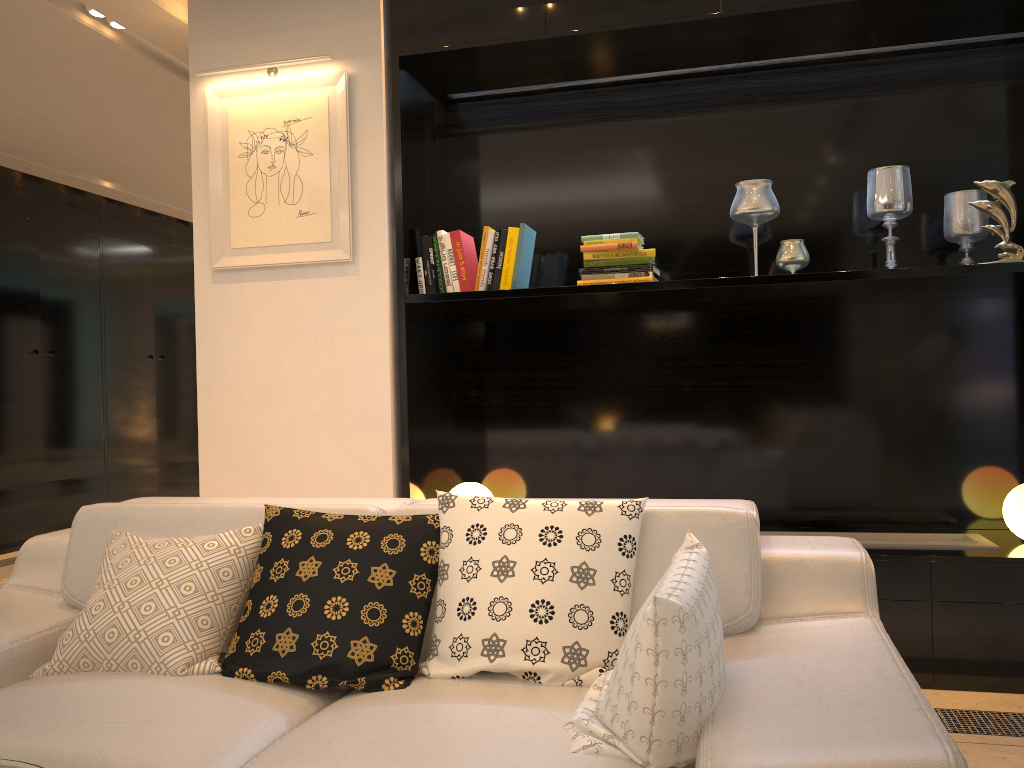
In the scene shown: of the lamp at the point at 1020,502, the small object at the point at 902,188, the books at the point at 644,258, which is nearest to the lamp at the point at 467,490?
the books at the point at 644,258

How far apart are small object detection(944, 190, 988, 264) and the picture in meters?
2.2 m

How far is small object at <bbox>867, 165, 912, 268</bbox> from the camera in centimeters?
324cm

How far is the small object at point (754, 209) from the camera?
3.3 meters

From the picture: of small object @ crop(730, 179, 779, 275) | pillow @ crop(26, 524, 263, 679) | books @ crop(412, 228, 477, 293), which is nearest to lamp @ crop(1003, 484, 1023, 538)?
small object @ crop(730, 179, 779, 275)

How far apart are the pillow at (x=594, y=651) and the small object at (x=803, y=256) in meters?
1.6 m

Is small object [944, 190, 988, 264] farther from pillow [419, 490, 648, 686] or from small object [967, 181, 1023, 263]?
pillow [419, 490, 648, 686]

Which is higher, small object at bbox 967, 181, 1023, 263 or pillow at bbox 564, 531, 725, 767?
small object at bbox 967, 181, 1023, 263

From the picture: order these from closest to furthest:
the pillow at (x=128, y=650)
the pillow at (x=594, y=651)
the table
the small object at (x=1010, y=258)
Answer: the table → the pillow at (x=594, y=651) → the pillow at (x=128, y=650) → the small object at (x=1010, y=258)

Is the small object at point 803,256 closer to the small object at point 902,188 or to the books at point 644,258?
the small object at point 902,188
